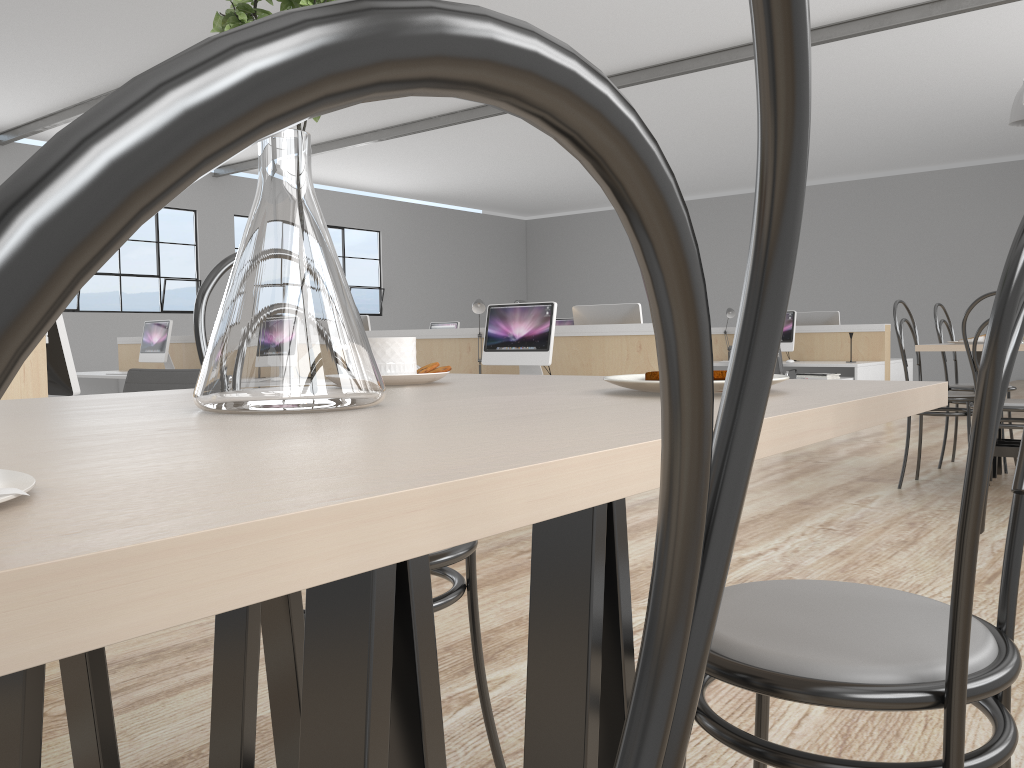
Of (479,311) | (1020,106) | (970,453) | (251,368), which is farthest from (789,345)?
(251,368)

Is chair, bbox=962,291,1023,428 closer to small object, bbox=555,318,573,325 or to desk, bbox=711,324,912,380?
desk, bbox=711,324,912,380

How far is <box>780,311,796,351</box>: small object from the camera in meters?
6.3 m

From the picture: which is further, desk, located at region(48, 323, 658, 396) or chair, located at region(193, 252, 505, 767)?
desk, located at region(48, 323, 658, 396)

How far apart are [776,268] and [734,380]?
0.0 meters

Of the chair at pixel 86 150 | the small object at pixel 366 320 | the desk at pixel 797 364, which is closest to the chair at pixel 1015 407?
the chair at pixel 86 150

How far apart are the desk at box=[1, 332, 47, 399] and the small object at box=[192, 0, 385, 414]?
1.34m

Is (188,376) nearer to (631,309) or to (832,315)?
(631,309)

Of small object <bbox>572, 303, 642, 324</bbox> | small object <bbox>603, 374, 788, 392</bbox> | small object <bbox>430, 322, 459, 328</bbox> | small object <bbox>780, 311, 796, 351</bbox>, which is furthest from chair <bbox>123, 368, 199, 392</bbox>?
small object <bbox>430, 322, 459, 328</bbox>

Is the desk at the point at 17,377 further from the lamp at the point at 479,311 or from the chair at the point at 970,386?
the chair at the point at 970,386
